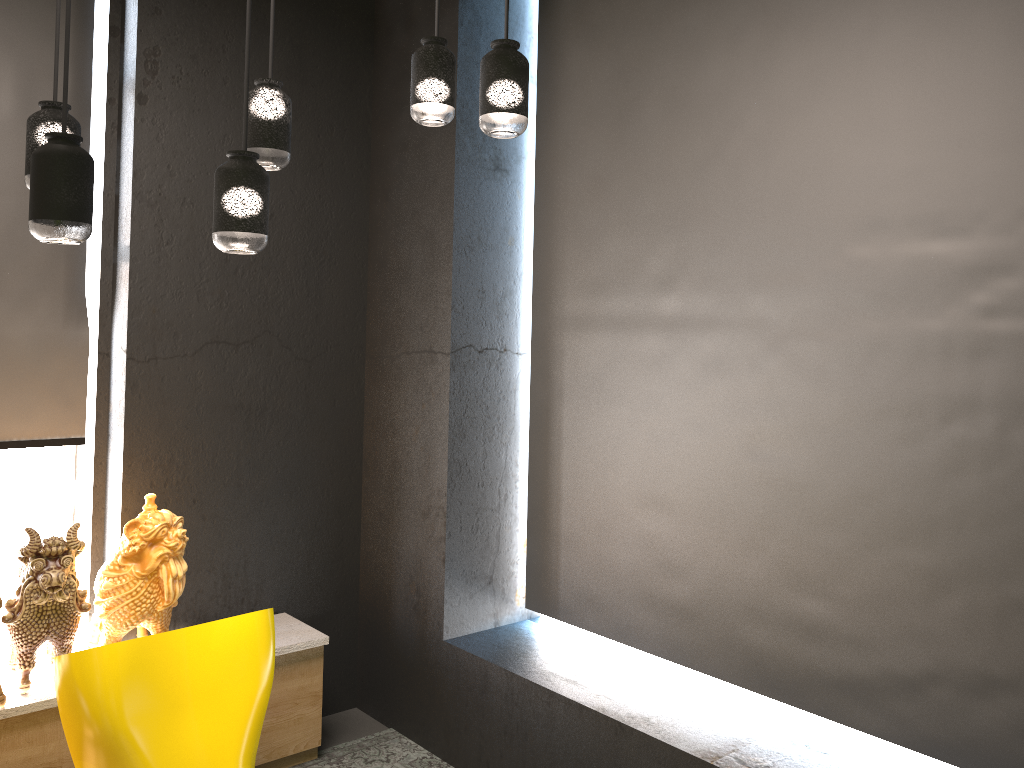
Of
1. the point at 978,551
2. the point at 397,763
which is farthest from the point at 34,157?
the point at 397,763

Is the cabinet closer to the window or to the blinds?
the window

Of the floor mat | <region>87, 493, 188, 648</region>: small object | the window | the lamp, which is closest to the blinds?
the window

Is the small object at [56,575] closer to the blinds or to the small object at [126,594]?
the small object at [126,594]

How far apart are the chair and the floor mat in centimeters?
105cm

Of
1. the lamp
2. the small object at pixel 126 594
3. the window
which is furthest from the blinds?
the lamp

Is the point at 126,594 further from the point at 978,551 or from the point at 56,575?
the point at 978,551

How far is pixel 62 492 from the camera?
3.88m

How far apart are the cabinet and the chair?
0.55m

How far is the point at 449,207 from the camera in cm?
375
